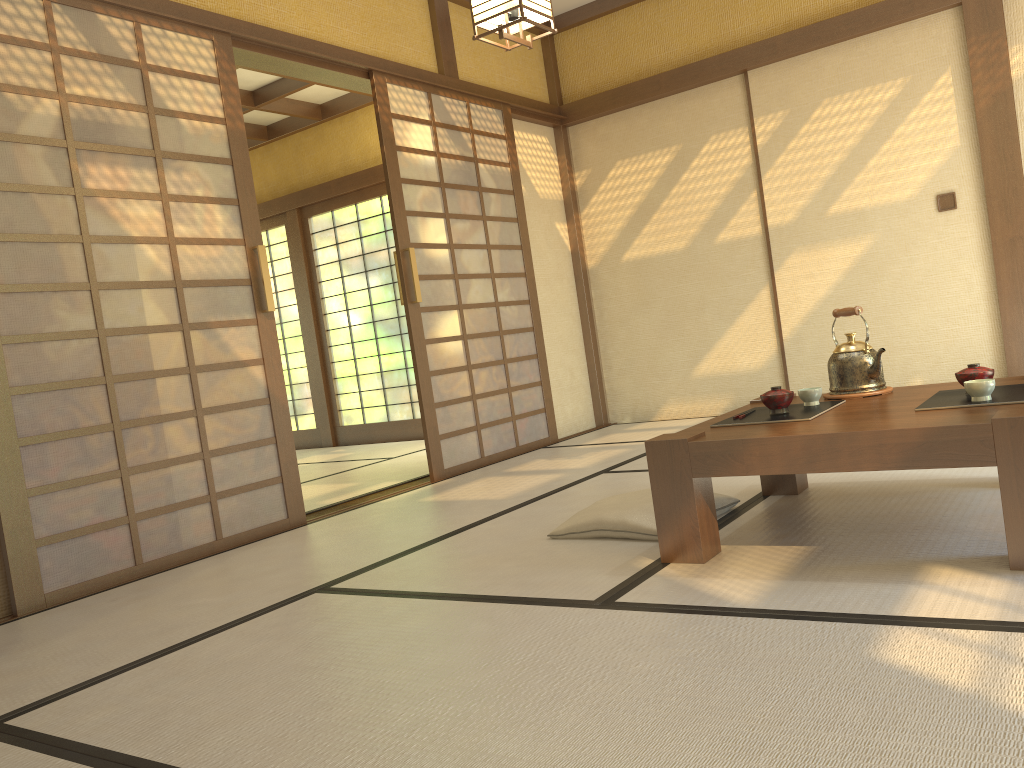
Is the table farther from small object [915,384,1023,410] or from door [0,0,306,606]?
door [0,0,306,606]

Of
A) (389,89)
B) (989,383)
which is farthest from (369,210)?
(989,383)

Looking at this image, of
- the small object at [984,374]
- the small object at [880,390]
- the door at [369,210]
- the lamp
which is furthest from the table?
the door at [369,210]

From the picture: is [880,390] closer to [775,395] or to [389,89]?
[775,395]

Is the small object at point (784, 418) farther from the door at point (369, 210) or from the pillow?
the door at point (369, 210)

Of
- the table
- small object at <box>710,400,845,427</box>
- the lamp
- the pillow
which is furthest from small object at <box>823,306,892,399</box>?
the lamp

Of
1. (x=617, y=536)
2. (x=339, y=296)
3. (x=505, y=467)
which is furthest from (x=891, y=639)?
(x=339, y=296)

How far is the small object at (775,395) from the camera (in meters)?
2.66

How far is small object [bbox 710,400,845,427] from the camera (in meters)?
2.57

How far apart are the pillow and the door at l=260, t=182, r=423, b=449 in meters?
4.6
